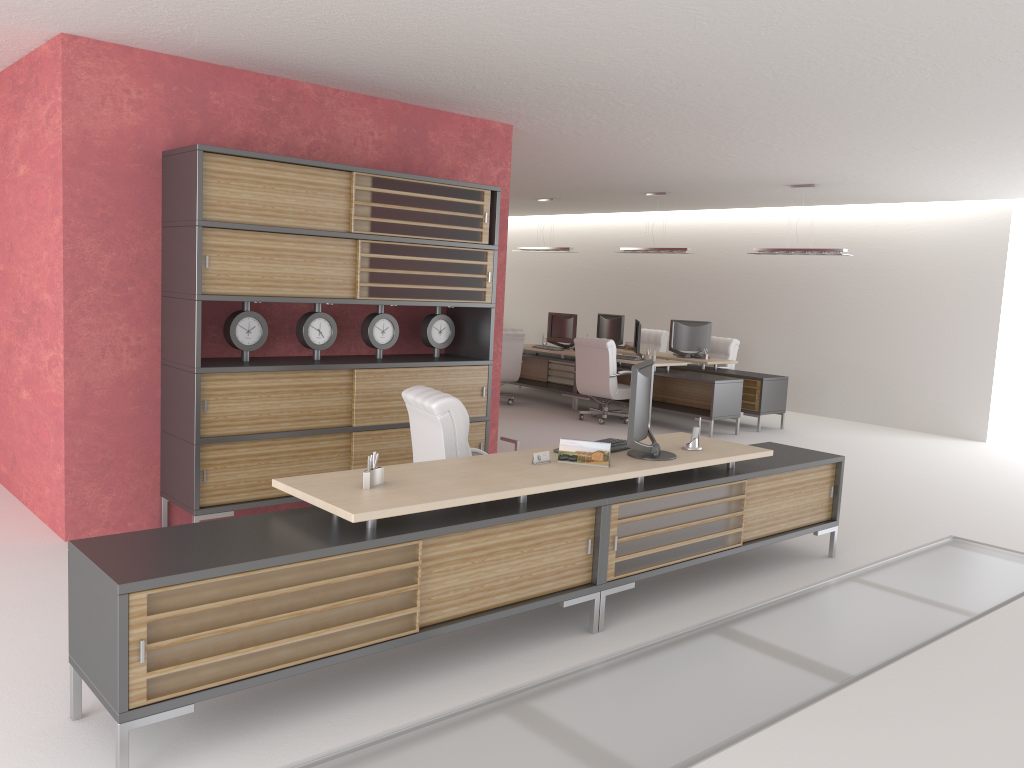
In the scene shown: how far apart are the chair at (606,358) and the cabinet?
6.23m

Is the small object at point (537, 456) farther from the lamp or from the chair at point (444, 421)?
the lamp

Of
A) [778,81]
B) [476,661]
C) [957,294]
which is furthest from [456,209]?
[957,294]

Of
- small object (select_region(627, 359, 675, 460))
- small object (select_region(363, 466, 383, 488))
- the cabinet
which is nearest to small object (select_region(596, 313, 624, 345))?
the cabinet

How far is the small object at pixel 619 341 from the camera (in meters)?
20.03

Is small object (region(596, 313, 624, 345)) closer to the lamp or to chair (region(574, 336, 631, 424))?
chair (region(574, 336, 631, 424))

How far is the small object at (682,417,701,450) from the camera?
7.8 meters

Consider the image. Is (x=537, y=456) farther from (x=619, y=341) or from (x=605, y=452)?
(x=619, y=341)

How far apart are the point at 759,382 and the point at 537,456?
11.01m

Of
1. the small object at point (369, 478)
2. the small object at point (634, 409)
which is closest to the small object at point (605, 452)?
the small object at point (634, 409)
